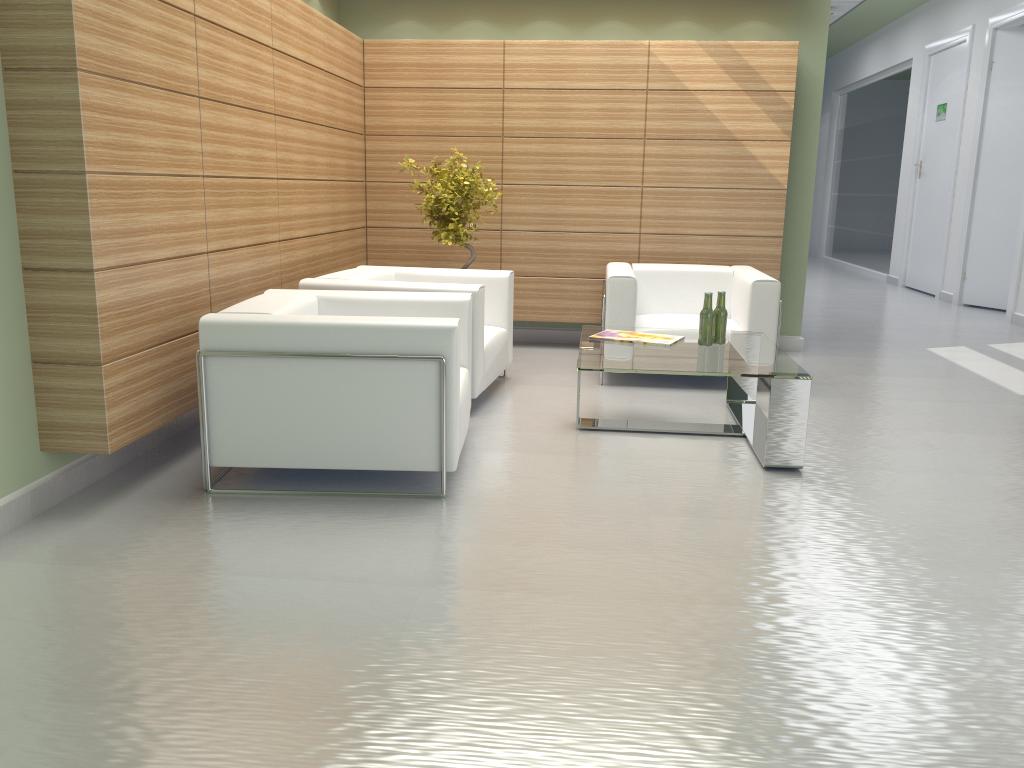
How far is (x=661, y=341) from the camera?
7.95m

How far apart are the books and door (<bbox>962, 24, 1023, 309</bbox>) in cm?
1149

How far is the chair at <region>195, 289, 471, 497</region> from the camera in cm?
594

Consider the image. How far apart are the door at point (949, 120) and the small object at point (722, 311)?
13.13m

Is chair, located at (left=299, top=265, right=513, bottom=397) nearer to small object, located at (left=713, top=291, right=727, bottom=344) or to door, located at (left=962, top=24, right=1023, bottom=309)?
small object, located at (left=713, top=291, right=727, bottom=344)

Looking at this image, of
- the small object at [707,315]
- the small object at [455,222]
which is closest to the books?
the small object at [707,315]

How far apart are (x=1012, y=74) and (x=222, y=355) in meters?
16.0

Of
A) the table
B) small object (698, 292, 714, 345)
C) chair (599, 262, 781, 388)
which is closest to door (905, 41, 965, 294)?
chair (599, 262, 781, 388)

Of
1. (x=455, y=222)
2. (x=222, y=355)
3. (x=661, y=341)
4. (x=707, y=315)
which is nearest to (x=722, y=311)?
(x=707, y=315)

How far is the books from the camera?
7.95m
